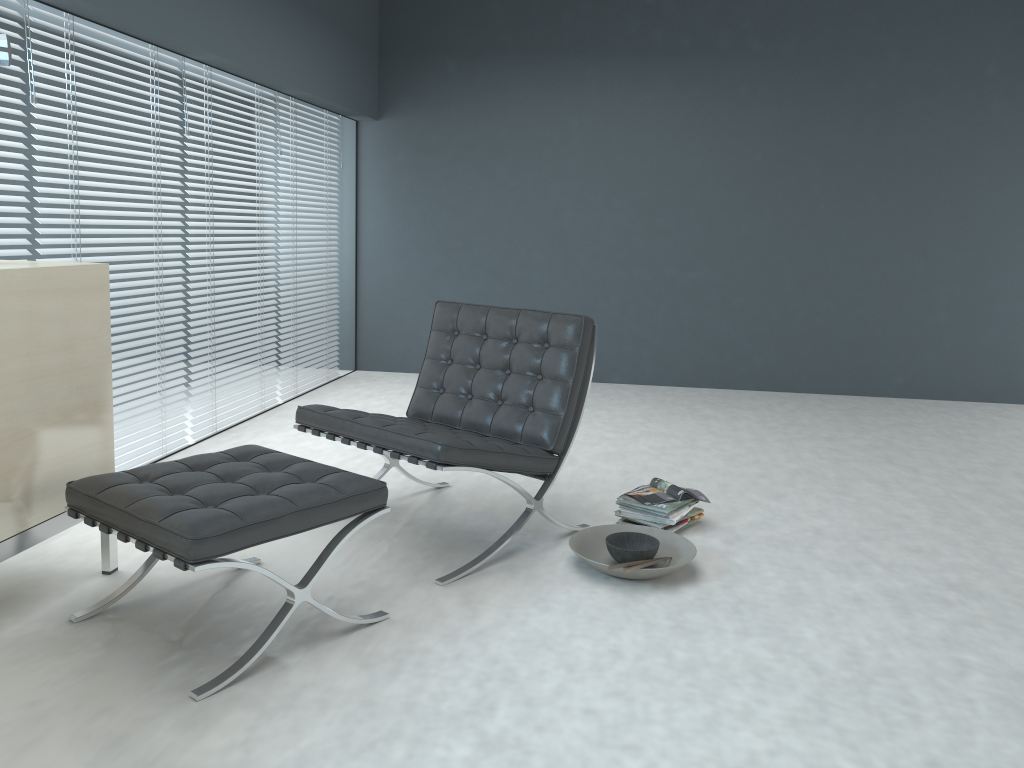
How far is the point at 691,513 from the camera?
3.1 meters

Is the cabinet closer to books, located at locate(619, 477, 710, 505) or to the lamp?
the lamp

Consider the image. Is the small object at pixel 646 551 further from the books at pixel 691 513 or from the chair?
the books at pixel 691 513

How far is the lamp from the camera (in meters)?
2.47

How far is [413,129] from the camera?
5.9 meters

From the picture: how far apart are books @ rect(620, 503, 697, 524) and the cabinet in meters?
1.6 m

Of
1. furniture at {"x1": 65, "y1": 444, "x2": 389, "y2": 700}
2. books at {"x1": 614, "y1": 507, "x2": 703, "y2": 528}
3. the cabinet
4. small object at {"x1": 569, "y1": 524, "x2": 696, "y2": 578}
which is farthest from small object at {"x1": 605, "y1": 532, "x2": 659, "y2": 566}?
the cabinet

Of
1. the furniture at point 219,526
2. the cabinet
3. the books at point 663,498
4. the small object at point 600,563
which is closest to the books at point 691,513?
the books at point 663,498

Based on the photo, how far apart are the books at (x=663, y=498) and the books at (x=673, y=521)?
0.0m

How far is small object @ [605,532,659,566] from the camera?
2.66m
